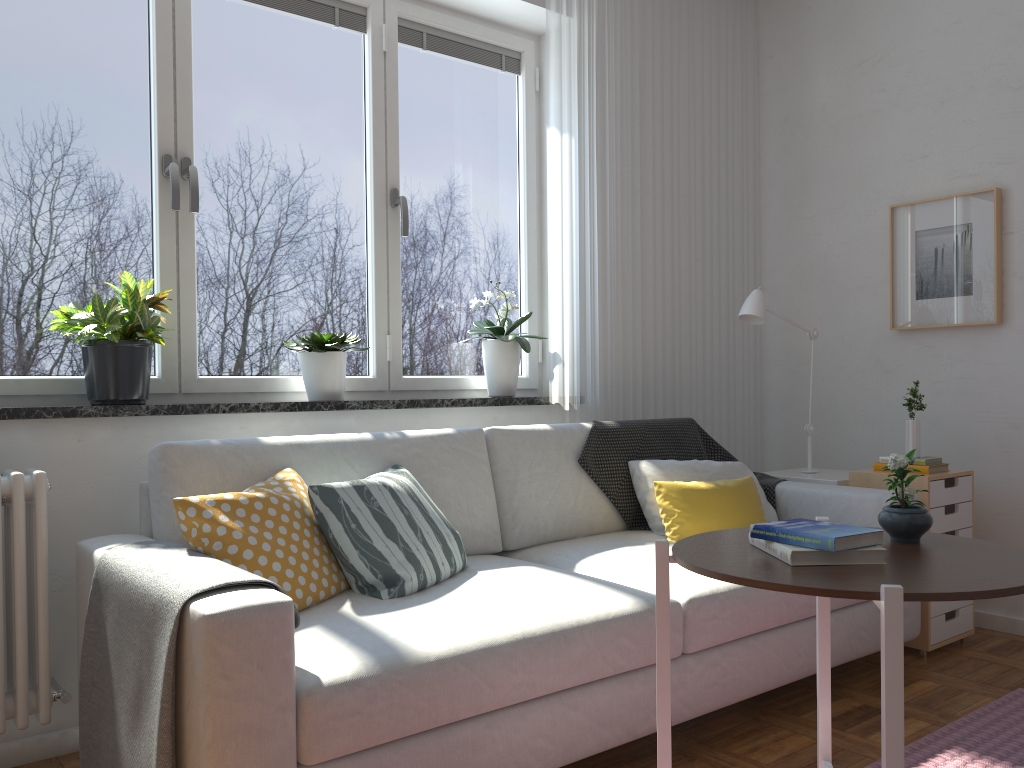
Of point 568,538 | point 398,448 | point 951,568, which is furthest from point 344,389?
point 951,568

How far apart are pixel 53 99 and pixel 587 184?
1.9 meters

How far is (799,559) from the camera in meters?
1.4

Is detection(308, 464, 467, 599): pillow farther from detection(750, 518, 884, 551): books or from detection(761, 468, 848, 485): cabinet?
detection(761, 468, 848, 485): cabinet

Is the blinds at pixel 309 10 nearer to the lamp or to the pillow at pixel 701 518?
the lamp

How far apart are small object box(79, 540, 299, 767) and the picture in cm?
295

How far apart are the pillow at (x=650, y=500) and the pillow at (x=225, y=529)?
1.20m

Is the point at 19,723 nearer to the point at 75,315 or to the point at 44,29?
the point at 75,315

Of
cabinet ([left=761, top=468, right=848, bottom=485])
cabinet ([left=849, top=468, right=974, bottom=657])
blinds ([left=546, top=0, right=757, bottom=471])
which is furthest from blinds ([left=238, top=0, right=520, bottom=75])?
cabinet ([left=849, top=468, right=974, bottom=657])

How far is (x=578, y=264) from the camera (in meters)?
3.46
